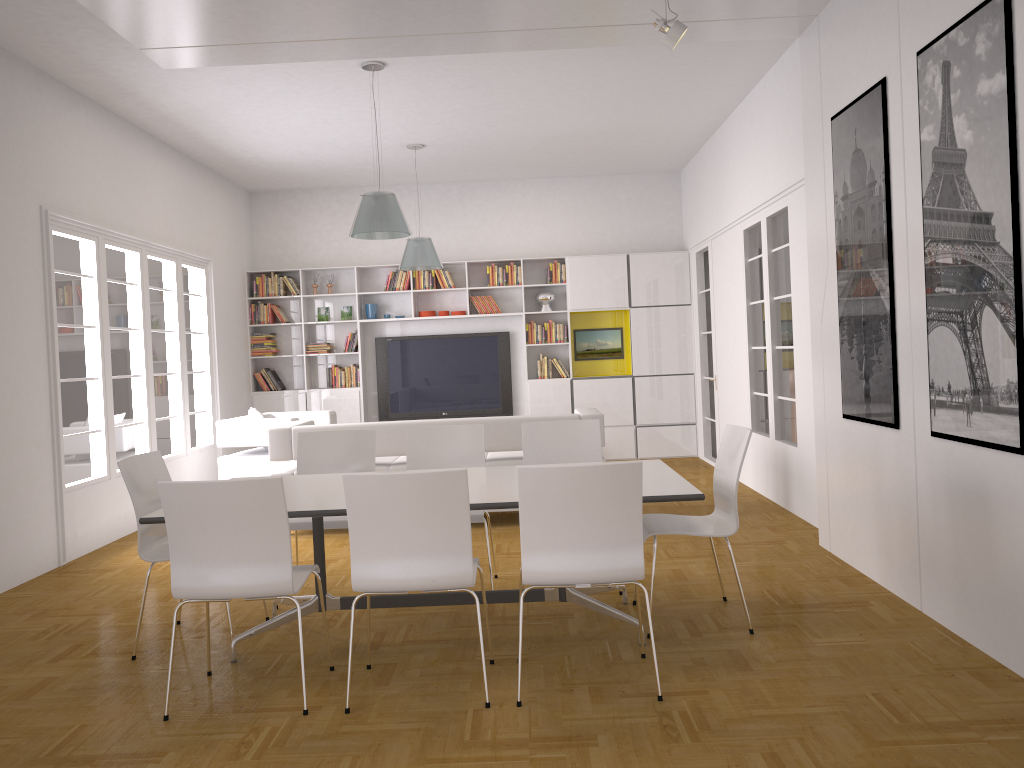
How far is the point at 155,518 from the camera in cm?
379

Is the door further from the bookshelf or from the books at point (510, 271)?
the books at point (510, 271)

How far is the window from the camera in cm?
646

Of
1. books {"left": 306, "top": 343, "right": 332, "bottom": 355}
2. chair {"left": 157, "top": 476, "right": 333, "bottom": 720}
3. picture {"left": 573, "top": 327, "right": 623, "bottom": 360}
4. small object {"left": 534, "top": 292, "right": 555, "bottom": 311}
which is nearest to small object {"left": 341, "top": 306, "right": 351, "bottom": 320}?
books {"left": 306, "top": 343, "right": 332, "bottom": 355}

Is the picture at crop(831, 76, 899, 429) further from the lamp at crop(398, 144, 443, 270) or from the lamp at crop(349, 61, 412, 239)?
the lamp at crop(398, 144, 443, 270)

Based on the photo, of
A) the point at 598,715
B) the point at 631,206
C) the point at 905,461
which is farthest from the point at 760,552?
the point at 631,206

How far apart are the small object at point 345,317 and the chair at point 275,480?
7.3 meters

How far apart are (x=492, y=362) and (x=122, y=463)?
6.89m

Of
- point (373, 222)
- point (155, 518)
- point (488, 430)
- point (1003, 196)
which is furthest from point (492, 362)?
point (1003, 196)

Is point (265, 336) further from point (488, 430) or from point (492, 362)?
point (488, 430)
